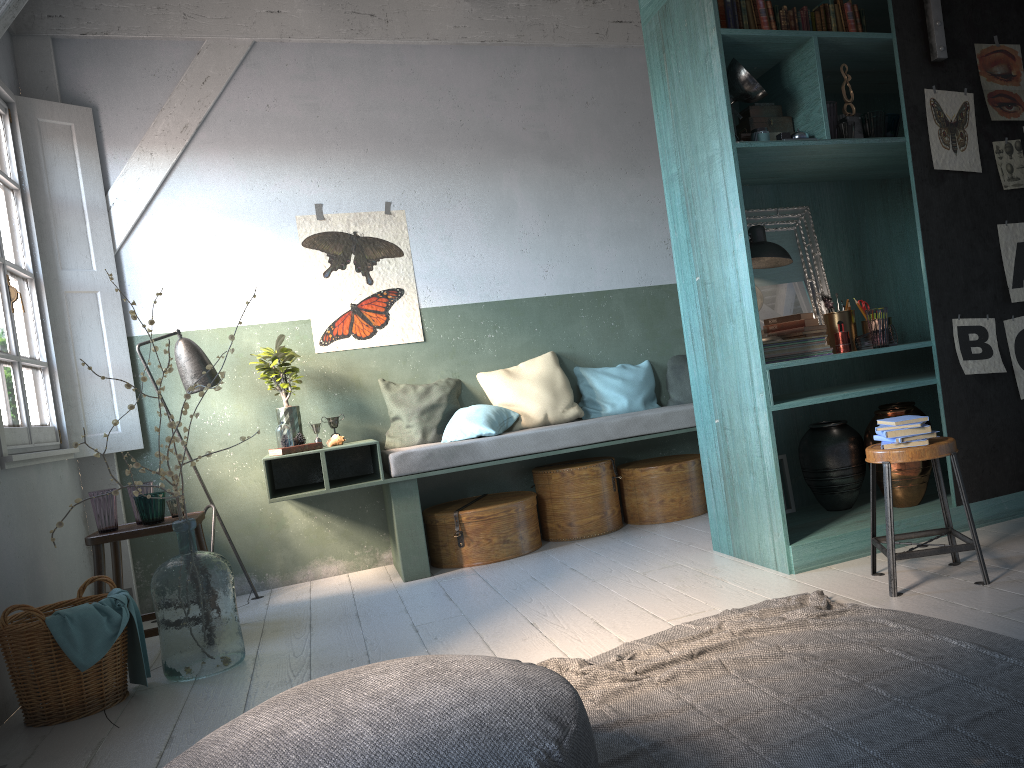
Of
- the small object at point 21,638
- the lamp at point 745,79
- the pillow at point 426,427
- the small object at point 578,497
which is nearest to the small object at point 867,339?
the lamp at point 745,79

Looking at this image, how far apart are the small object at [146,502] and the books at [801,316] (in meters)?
3.56

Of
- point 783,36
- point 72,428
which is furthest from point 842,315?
point 72,428

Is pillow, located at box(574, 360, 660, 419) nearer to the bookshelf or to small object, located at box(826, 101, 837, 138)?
the bookshelf

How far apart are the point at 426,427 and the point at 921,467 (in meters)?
3.28

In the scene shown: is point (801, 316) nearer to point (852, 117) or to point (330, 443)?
point (852, 117)

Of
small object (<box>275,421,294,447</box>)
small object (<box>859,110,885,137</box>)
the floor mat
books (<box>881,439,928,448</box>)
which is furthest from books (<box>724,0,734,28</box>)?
small object (<box>275,421,294,447</box>)

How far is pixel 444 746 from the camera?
1.91m

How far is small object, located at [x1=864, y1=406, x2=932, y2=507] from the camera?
4.66m

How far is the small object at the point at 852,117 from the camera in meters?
4.6 m
